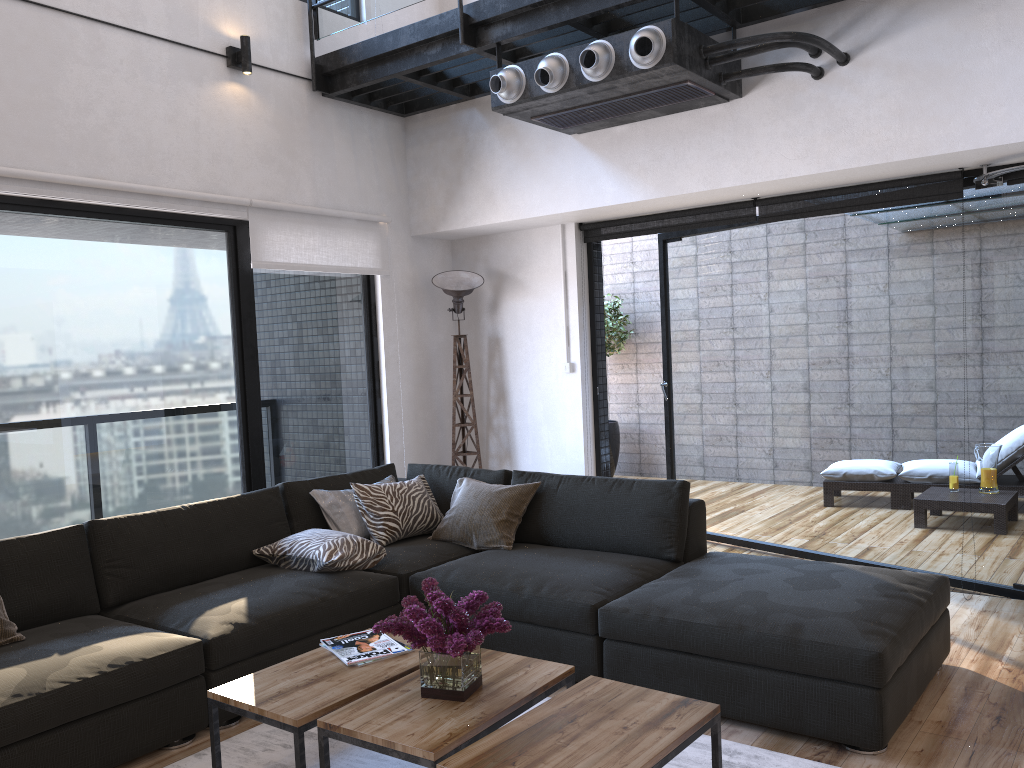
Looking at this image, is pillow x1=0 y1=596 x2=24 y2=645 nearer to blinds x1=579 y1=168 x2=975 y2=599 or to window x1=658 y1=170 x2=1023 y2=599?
blinds x1=579 y1=168 x2=975 y2=599

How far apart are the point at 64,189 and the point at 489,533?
2.45m

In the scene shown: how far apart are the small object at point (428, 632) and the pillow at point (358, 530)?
1.76m

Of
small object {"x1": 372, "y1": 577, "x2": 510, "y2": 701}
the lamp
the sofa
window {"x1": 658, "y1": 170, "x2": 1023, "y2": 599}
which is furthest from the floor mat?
the lamp

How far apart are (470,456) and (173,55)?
3.02m

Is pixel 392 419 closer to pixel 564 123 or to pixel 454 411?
pixel 454 411

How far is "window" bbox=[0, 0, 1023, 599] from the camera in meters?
3.9

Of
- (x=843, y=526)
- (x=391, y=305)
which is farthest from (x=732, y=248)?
(x=391, y=305)

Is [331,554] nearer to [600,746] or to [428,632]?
[428,632]

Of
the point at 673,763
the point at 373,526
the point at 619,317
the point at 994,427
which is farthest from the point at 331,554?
the point at 619,317
